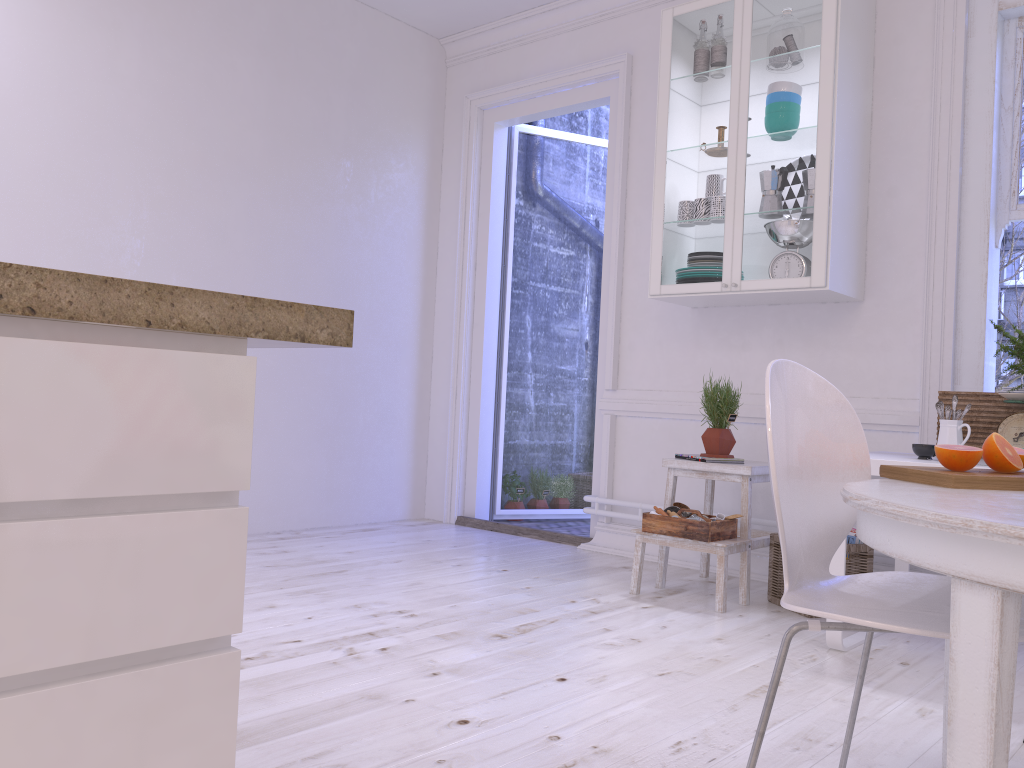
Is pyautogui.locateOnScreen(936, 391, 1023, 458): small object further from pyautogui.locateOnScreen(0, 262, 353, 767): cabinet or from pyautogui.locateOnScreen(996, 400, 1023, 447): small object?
pyautogui.locateOnScreen(0, 262, 353, 767): cabinet

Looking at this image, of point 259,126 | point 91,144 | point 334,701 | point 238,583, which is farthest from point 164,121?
point 238,583

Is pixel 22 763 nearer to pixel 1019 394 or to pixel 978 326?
pixel 1019 394

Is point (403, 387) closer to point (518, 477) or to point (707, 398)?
point (518, 477)

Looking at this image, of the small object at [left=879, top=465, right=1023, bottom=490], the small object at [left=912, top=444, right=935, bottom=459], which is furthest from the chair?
the small object at [left=912, top=444, right=935, bottom=459]

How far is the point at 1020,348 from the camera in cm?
280

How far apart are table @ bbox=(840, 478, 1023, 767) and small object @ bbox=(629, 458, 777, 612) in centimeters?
153cm

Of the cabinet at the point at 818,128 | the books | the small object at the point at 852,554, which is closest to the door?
the cabinet at the point at 818,128

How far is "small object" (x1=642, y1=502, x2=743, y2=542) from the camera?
3.31m

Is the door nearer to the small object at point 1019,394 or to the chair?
the small object at point 1019,394
